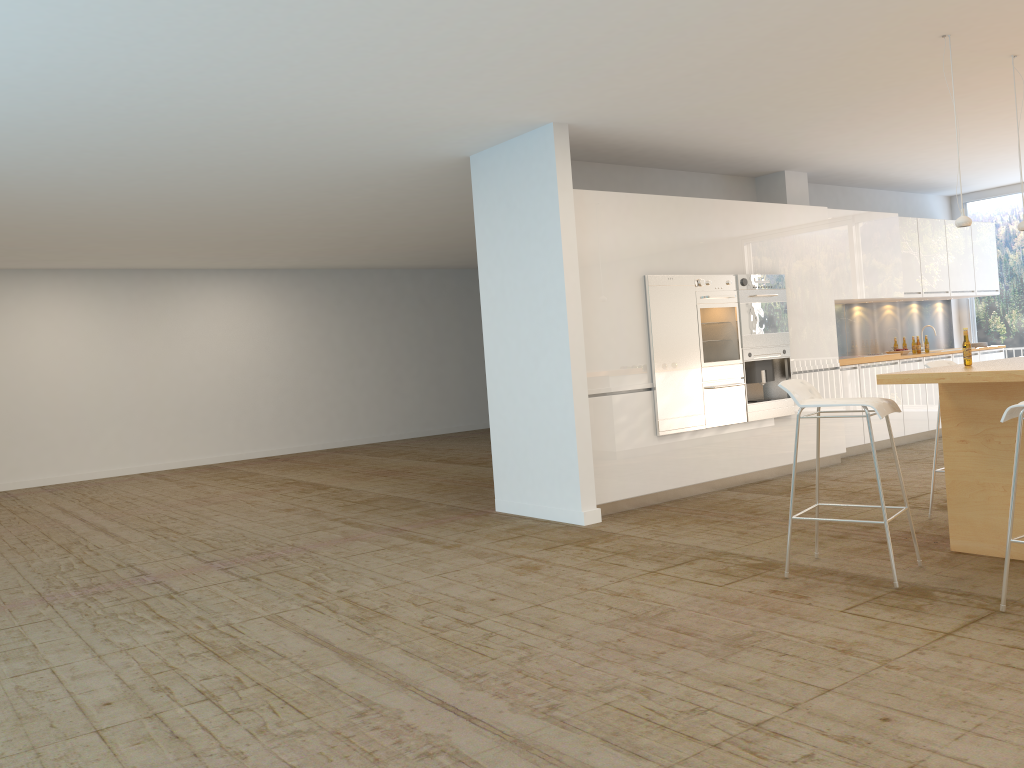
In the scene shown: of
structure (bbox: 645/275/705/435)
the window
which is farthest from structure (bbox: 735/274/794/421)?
the window

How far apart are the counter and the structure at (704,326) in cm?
260

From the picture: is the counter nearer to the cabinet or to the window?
the cabinet

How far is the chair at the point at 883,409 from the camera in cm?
450

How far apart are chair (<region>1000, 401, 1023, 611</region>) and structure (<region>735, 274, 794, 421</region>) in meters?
3.9 m

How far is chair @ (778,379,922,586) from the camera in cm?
450

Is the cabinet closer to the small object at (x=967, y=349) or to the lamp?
the lamp

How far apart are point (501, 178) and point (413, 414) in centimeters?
912cm

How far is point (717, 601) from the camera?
4.41m

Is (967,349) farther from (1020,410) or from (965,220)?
(1020,410)
